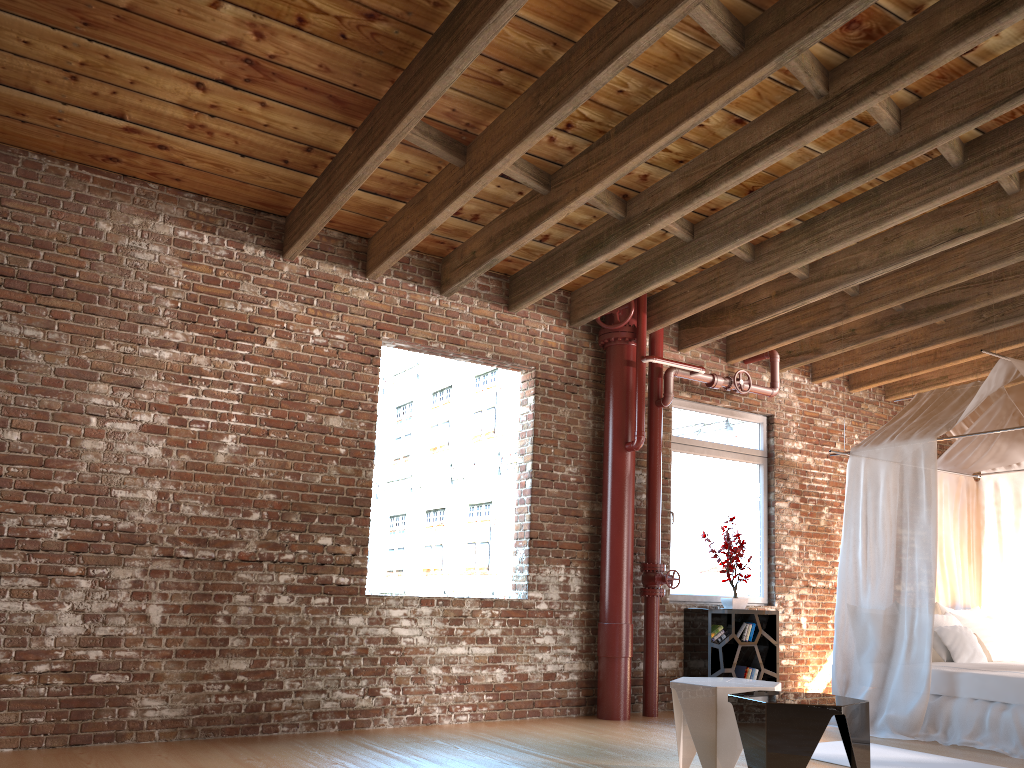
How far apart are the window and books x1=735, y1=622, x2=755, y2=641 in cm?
36

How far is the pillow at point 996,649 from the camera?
6.94m

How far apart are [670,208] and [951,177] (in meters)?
1.60

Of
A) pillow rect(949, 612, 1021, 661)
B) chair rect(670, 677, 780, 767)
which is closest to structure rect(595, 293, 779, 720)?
chair rect(670, 677, 780, 767)

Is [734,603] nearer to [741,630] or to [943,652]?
[741,630]

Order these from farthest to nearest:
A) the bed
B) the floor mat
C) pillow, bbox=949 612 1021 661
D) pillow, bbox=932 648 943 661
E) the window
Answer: the window, pillow, bbox=949 612 1021 661, pillow, bbox=932 648 943 661, the bed, the floor mat

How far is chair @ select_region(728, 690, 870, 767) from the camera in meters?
3.6

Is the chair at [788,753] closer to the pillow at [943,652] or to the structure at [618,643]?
the structure at [618,643]

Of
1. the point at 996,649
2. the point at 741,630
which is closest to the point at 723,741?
the point at 741,630

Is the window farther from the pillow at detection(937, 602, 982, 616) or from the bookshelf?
the pillow at detection(937, 602, 982, 616)
